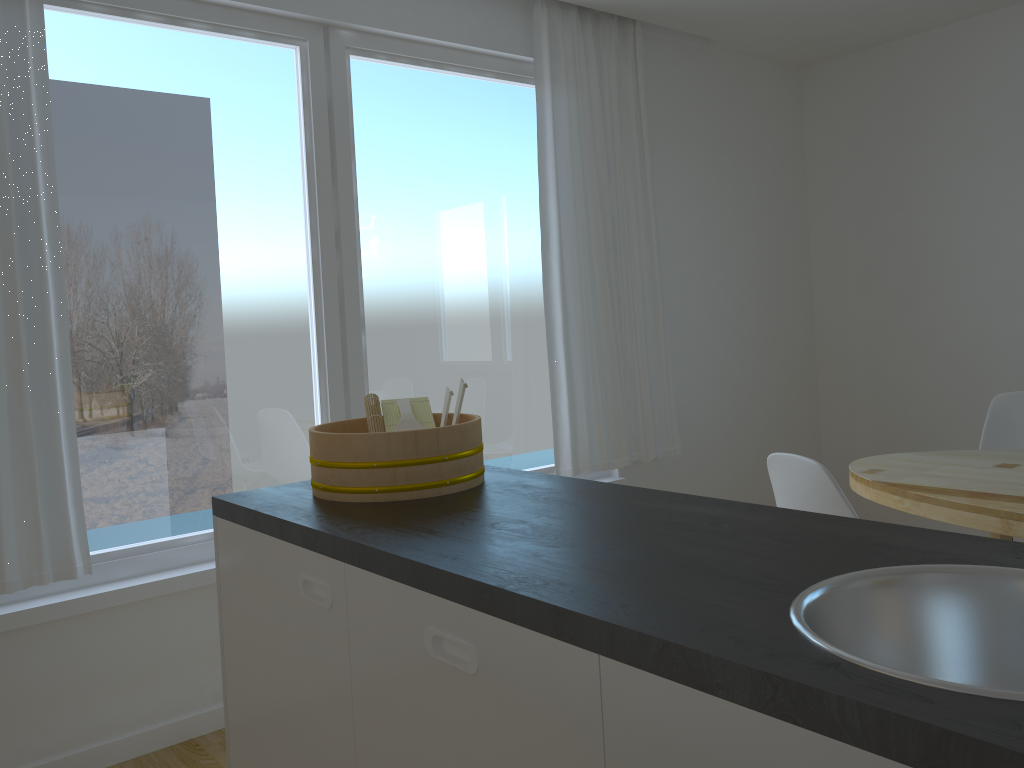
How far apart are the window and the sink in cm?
244

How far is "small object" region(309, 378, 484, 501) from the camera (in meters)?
1.77

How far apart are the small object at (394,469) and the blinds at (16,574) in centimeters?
108cm

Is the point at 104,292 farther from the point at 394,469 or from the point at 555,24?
the point at 555,24

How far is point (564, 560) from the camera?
1.3 meters

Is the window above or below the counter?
above

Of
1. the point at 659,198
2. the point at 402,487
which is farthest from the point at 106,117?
the point at 659,198

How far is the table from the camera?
2.4m

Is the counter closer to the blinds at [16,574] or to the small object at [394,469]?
the small object at [394,469]

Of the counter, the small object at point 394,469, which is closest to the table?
the counter
